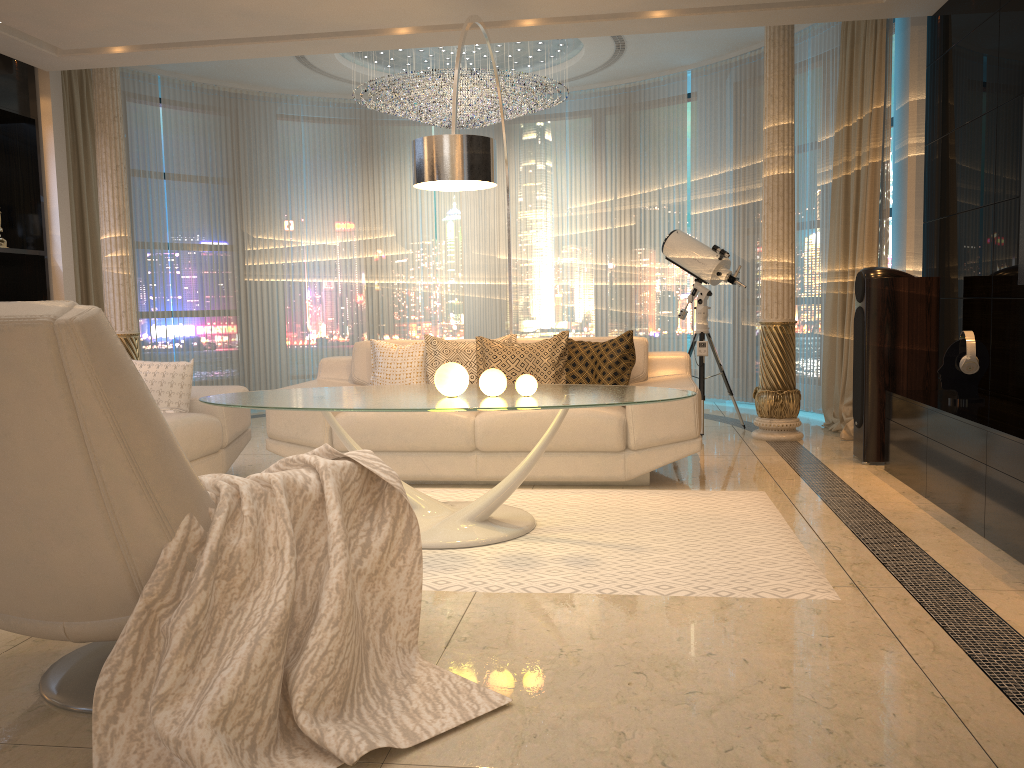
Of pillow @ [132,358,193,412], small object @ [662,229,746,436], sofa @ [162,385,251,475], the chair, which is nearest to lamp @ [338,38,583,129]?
small object @ [662,229,746,436]

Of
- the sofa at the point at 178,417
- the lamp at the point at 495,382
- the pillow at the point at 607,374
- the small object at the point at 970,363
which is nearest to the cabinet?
the small object at the point at 970,363

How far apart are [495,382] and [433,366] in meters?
1.6

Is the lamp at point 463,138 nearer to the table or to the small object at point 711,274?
the table

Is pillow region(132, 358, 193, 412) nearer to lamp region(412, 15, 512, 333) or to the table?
the table

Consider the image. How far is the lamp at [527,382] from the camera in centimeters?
360cm

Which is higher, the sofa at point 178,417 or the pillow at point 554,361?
the pillow at point 554,361

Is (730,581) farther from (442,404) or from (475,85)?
(475,85)

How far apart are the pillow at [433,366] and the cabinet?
2.12m

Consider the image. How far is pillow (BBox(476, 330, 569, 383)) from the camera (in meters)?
4.97
